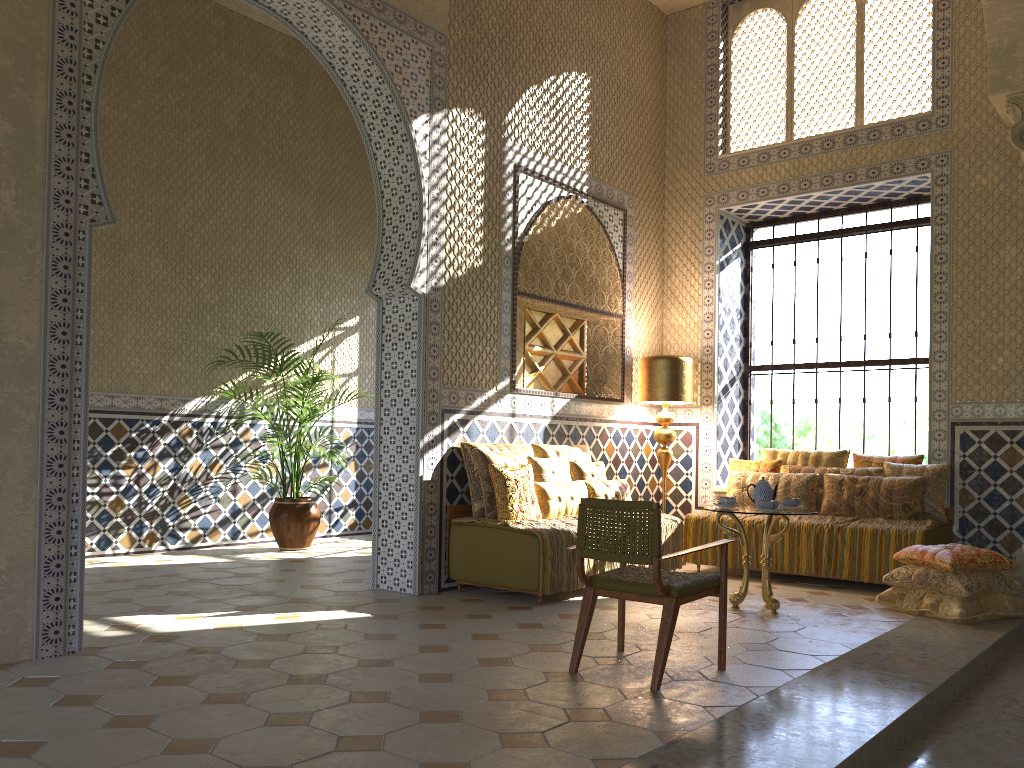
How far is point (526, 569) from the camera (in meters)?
8.59

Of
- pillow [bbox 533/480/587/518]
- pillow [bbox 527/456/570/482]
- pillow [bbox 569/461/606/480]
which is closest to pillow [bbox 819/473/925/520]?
pillow [bbox 569/461/606/480]

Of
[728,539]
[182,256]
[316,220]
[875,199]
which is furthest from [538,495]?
[316,220]

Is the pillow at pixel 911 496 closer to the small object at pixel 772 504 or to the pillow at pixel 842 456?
the pillow at pixel 842 456

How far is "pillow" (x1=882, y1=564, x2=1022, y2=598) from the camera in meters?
8.1

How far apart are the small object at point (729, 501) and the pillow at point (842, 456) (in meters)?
2.97

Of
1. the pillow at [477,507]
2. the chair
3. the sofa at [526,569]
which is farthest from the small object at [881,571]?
the chair

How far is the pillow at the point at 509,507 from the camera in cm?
901

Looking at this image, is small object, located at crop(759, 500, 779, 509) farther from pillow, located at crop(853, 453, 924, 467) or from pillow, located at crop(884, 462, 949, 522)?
pillow, located at crop(853, 453, 924, 467)

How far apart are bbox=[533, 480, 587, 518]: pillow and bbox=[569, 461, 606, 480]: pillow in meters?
0.4 m
